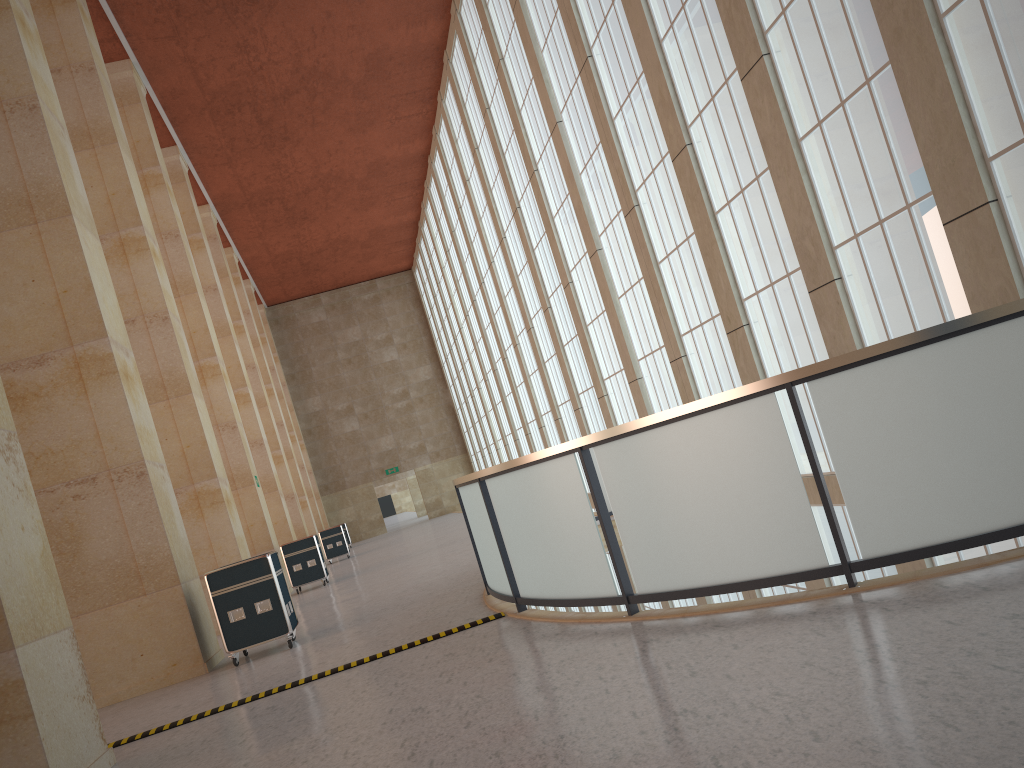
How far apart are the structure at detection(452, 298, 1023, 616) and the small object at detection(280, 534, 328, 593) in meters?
10.8 m

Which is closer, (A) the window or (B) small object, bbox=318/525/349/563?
(A) the window

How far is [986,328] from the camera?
6.5m

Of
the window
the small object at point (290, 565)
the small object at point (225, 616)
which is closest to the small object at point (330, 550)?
the small object at point (290, 565)

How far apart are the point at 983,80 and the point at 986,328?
4.7m

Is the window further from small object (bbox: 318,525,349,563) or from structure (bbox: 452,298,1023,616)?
small object (bbox: 318,525,349,563)

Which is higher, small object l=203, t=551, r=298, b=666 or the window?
the window

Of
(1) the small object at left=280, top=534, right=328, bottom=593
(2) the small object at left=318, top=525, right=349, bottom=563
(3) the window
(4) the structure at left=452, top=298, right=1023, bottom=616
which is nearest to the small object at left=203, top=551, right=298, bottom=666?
(4) the structure at left=452, top=298, right=1023, bottom=616

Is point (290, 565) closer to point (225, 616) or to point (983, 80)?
point (225, 616)

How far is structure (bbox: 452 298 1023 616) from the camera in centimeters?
645cm
